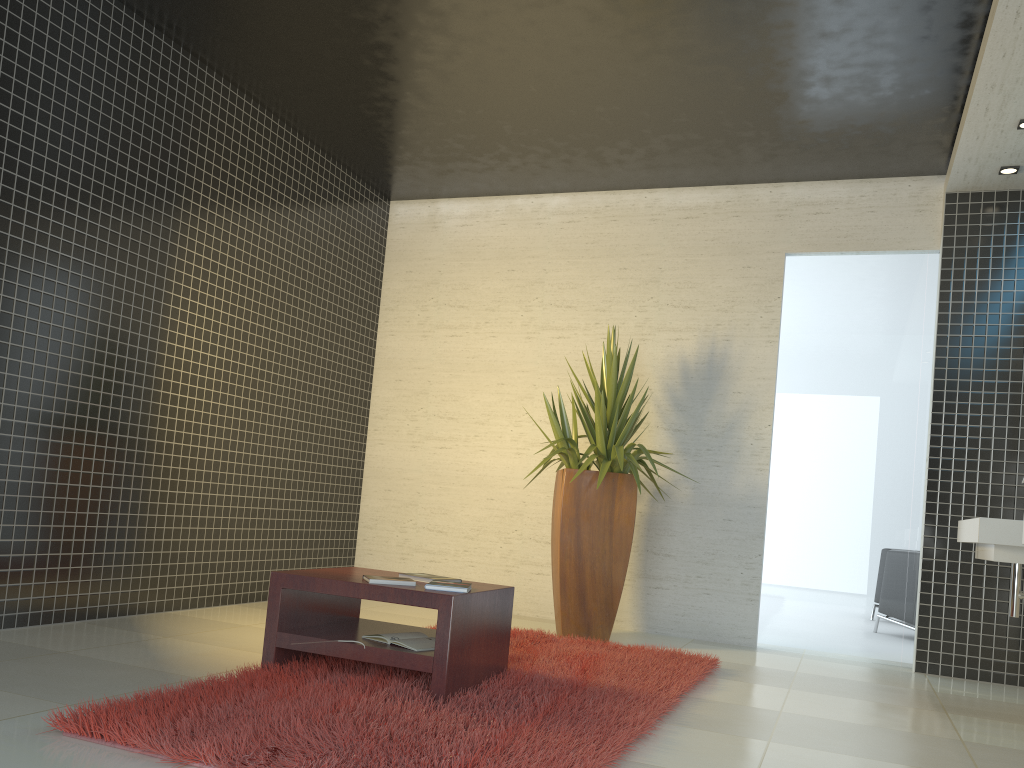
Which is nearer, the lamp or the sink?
→ the sink

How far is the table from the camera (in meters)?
3.33

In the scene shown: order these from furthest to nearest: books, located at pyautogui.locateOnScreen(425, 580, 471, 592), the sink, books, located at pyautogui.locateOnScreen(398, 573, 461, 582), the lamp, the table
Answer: the lamp, the sink, books, located at pyautogui.locateOnScreen(398, 573, 461, 582), books, located at pyautogui.locateOnScreen(425, 580, 471, 592), the table

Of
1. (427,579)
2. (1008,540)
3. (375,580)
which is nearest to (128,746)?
(375,580)

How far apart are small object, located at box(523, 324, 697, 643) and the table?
1.5 meters

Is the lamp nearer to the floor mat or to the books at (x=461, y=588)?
the floor mat

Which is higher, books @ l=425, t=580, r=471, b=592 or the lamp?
the lamp

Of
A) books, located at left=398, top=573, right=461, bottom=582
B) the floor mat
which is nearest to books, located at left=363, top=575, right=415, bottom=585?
books, located at left=398, top=573, right=461, bottom=582

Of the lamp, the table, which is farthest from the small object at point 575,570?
the lamp

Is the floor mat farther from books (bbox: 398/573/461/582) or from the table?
books (bbox: 398/573/461/582)
